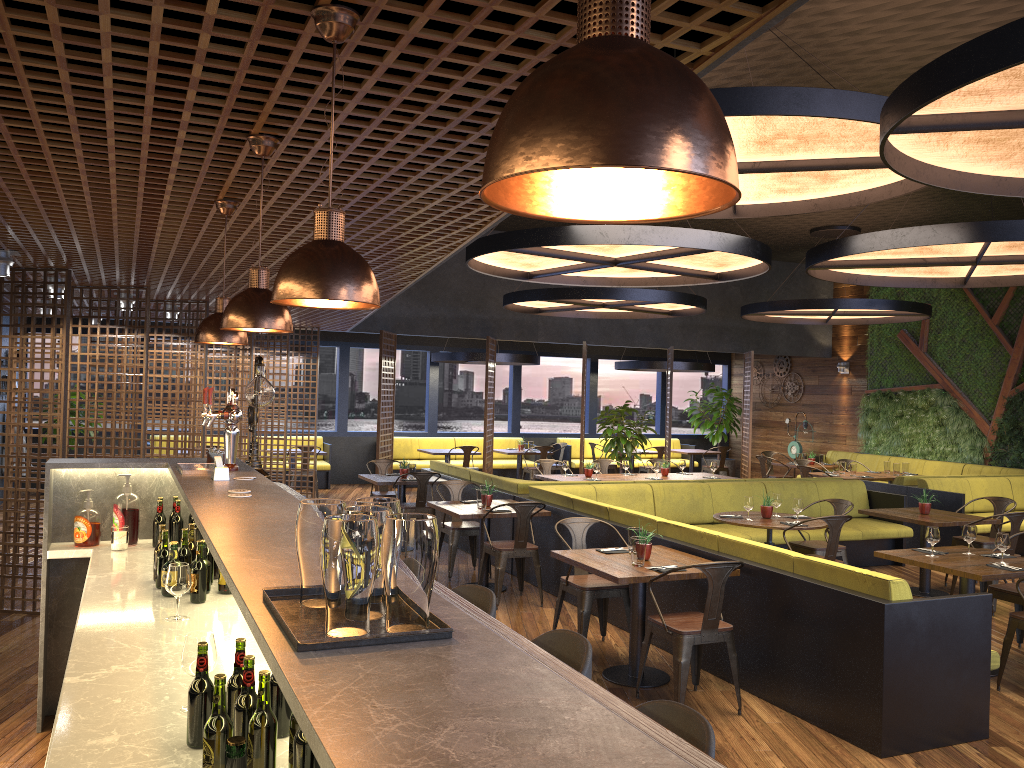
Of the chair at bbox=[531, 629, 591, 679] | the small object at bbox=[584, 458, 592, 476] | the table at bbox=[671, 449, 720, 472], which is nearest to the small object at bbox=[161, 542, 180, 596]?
the chair at bbox=[531, 629, 591, 679]

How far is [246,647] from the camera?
3.0m

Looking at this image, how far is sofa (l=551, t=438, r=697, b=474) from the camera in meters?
17.8

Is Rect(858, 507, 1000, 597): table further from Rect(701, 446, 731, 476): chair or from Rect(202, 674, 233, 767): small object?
Rect(701, 446, 731, 476): chair

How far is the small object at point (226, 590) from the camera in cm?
377

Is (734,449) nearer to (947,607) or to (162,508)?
(947,607)

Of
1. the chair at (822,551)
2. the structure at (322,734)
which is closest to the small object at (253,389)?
the structure at (322,734)

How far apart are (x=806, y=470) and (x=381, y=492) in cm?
598

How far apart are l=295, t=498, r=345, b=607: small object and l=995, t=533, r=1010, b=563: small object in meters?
5.7 m

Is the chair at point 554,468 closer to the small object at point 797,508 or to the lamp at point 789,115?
the small object at point 797,508
